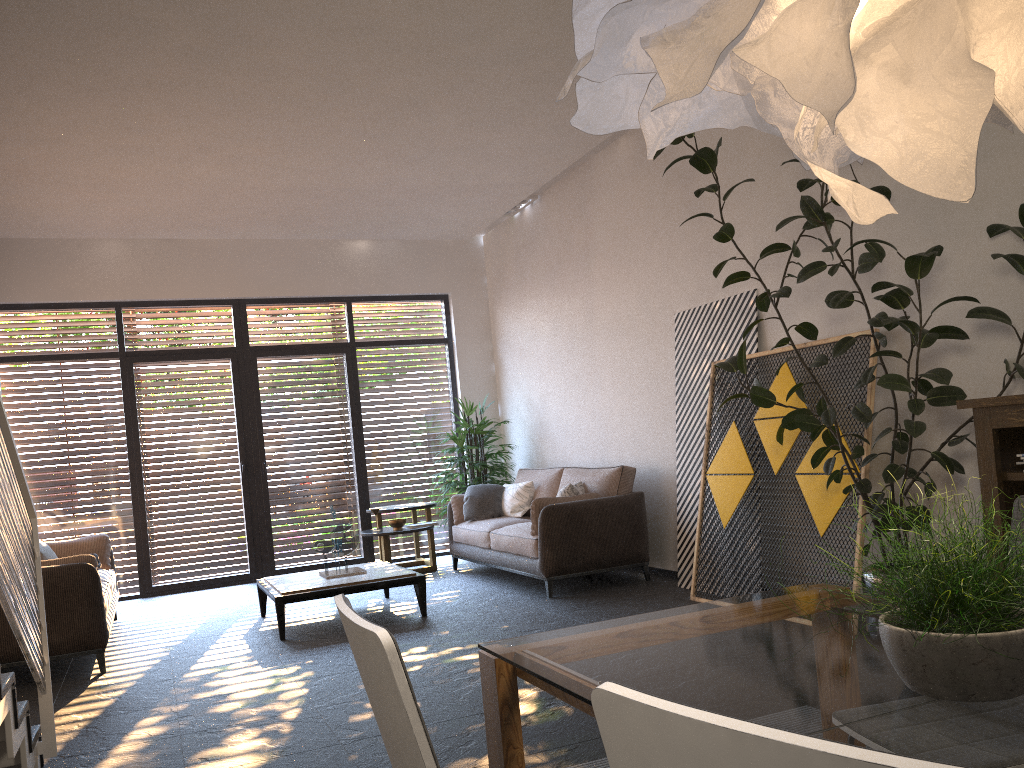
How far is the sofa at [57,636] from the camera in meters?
5.2 m

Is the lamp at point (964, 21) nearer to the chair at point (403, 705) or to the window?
the chair at point (403, 705)

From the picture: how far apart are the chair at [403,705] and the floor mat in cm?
184

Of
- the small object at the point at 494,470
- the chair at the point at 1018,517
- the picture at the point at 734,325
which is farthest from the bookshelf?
the small object at the point at 494,470

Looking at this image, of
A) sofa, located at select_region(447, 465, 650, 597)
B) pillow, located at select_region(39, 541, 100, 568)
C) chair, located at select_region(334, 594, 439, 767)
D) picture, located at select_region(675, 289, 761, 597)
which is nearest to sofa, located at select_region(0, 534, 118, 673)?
pillow, located at select_region(39, 541, 100, 568)

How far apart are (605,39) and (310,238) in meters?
8.0

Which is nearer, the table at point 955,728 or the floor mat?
the table at point 955,728

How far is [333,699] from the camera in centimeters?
425cm

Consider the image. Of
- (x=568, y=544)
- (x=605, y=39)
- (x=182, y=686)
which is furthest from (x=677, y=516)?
(x=605, y=39)

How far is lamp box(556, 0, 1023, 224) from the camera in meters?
1.2
